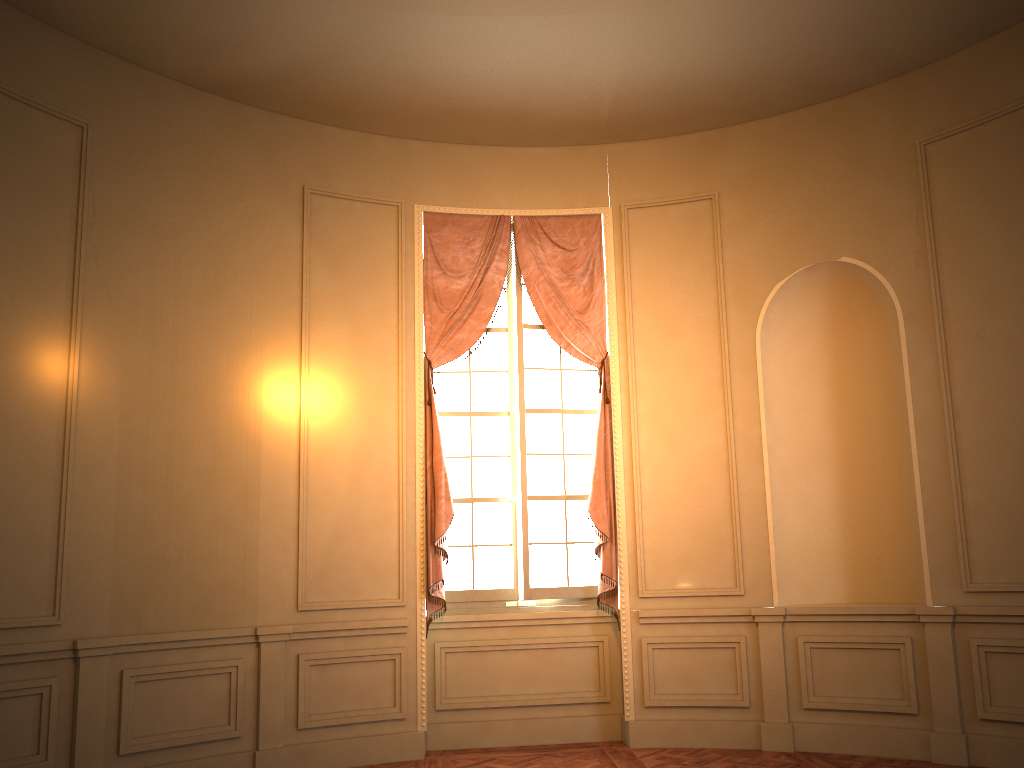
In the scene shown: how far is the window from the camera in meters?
6.2 m

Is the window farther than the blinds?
Yes

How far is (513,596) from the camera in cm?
618

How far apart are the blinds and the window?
0.1 meters

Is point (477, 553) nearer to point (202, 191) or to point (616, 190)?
point (616, 190)

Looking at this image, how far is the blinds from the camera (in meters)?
5.98

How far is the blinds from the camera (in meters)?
5.98

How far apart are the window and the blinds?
0.1 meters

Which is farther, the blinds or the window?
the window
